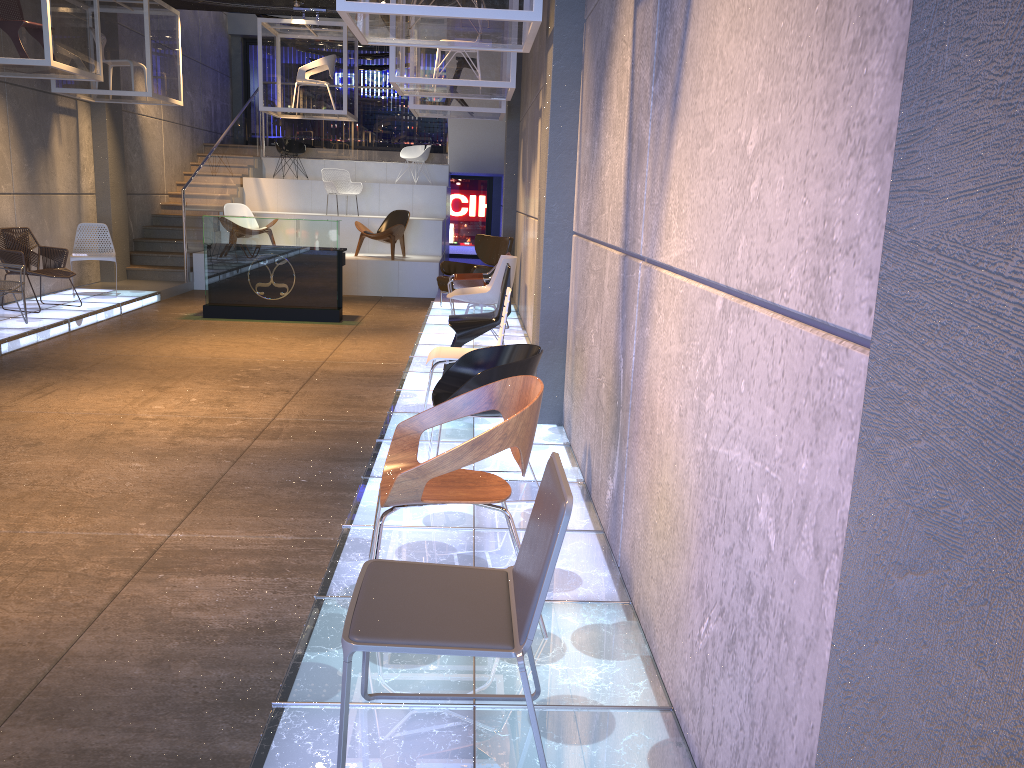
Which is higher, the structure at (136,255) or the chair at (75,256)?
the structure at (136,255)

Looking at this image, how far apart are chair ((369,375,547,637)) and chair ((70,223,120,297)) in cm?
908

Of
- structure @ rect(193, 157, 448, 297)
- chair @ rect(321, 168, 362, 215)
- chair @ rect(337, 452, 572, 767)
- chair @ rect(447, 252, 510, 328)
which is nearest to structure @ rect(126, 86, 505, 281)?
structure @ rect(193, 157, 448, 297)

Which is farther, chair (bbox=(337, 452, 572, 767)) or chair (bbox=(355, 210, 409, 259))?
chair (bbox=(355, 210, 409, 259))

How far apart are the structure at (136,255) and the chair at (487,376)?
9.79m

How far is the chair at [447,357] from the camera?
5.6m

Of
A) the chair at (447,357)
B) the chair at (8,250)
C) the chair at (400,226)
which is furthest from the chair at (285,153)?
the chair at (447,357)

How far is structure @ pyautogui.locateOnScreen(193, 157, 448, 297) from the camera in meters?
13.6 m

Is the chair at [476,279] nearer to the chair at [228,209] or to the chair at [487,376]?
the chair at [487,376]

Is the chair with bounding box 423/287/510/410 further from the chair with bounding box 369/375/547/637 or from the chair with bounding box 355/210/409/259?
the chair with bounding box 355/210/409/259
